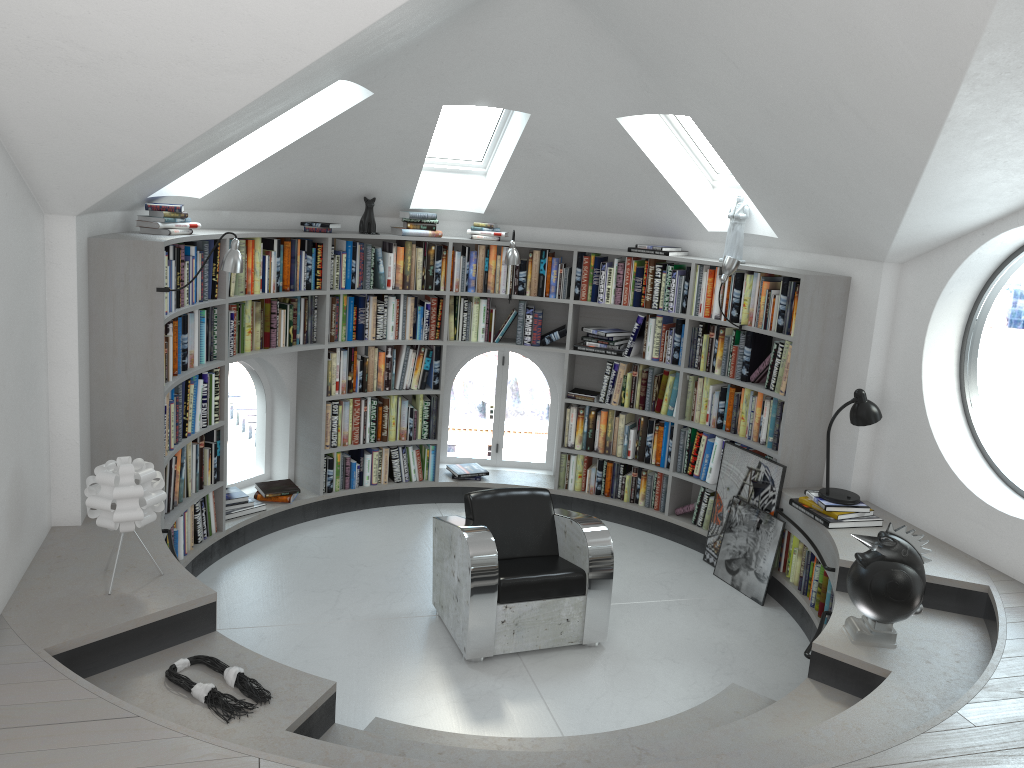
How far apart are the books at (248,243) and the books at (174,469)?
0.9m

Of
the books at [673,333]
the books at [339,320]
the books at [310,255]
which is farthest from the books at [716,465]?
the books at [310,255]

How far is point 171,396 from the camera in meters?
4.8

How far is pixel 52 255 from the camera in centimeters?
399cm

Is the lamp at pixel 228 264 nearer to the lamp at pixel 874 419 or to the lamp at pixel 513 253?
the lamp at pixel 513 253

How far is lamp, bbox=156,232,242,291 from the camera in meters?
4.5 m

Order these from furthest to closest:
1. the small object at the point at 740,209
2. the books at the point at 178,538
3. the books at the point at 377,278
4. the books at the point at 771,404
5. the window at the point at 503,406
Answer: the window at the point at 503,406, the books at the point at 377,278, the small object at the point at 740,209, the books at the point at 771,404, the books at the point at 178,538

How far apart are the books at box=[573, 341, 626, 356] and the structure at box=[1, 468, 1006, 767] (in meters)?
1.14

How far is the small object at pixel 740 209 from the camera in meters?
5.9 m

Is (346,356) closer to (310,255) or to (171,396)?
(310,255)
